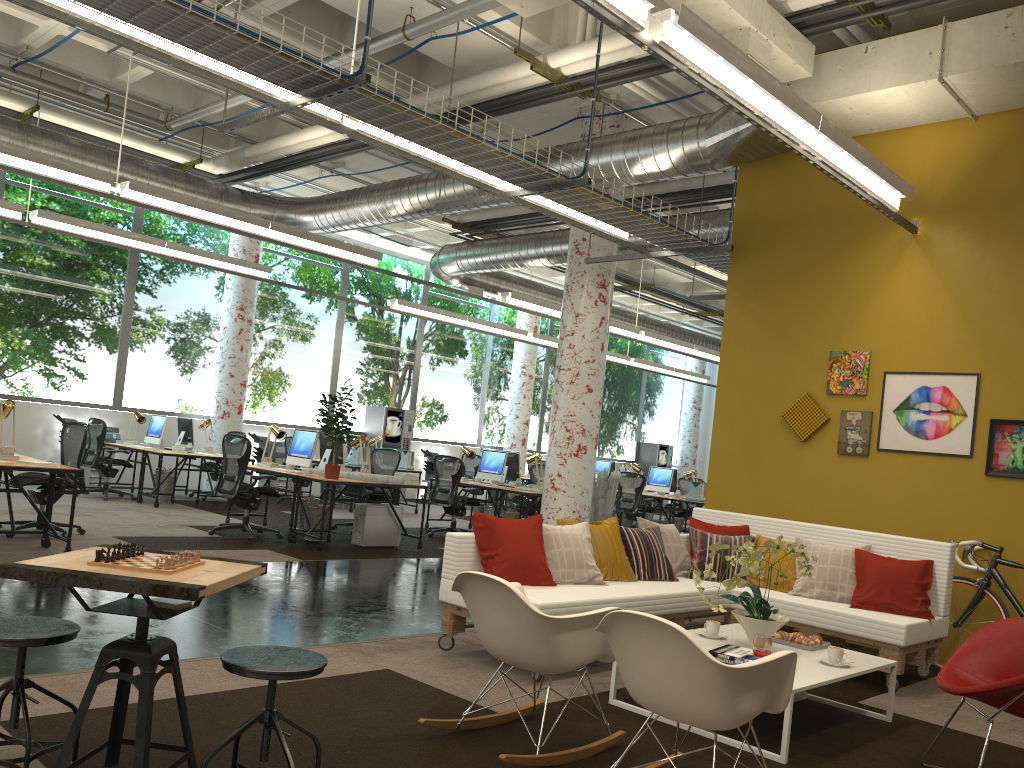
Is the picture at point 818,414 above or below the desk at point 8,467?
above

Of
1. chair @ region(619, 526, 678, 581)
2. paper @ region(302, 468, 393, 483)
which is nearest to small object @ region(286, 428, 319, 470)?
paper @ region(302, 468, 393, 483)

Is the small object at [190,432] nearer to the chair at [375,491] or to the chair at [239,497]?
the chair at [375,491]

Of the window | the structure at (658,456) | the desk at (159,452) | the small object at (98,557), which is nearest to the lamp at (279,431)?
the desk at (159,452)

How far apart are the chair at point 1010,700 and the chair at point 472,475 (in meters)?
13.24

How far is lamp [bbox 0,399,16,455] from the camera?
7.45m

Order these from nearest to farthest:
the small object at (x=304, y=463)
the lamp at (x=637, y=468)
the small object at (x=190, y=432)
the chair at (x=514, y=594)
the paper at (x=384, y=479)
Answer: the chair at (x=514, y=594) → the paper at (x=384, y=479) → the small object at (x=304, y=463) → the small object at (x=190, y=432) → the lamp at (x=637, y=468)

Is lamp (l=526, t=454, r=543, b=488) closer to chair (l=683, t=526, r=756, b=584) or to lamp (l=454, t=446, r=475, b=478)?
lamp (l=454, t=446, r=475, b=478)

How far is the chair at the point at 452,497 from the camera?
11.5m

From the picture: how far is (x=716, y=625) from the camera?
4.9m
